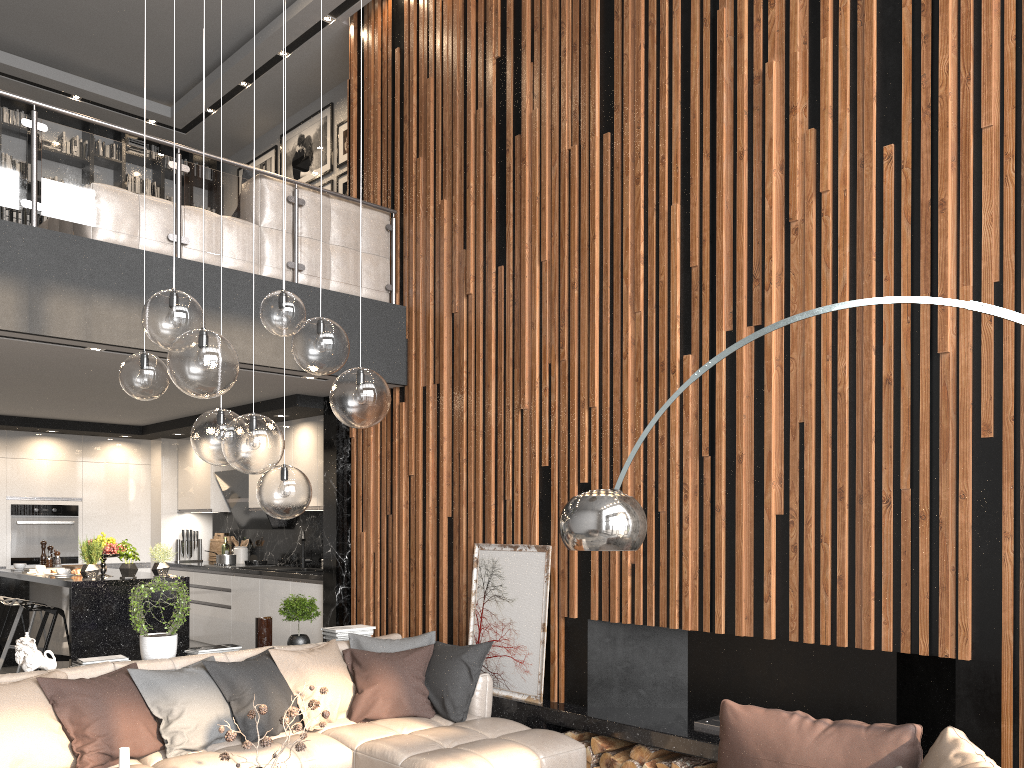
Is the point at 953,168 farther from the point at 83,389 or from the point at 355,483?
the point at 83,389

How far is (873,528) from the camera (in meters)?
4.03

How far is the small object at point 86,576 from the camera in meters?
6.6 m

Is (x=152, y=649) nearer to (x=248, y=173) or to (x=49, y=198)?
(x=49, y=198)

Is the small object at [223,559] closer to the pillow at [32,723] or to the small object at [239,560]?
the small object at [239,560]

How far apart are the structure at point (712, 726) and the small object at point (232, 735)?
2.2 meters

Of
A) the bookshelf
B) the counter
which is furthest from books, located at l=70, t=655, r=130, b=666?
the bookshelf

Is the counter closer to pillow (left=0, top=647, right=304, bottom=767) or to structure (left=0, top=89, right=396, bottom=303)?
pillow (left=0, top=647, right=304, bottom=767)

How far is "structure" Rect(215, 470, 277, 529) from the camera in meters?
8.9 m

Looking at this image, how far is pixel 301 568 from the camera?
8.30m
